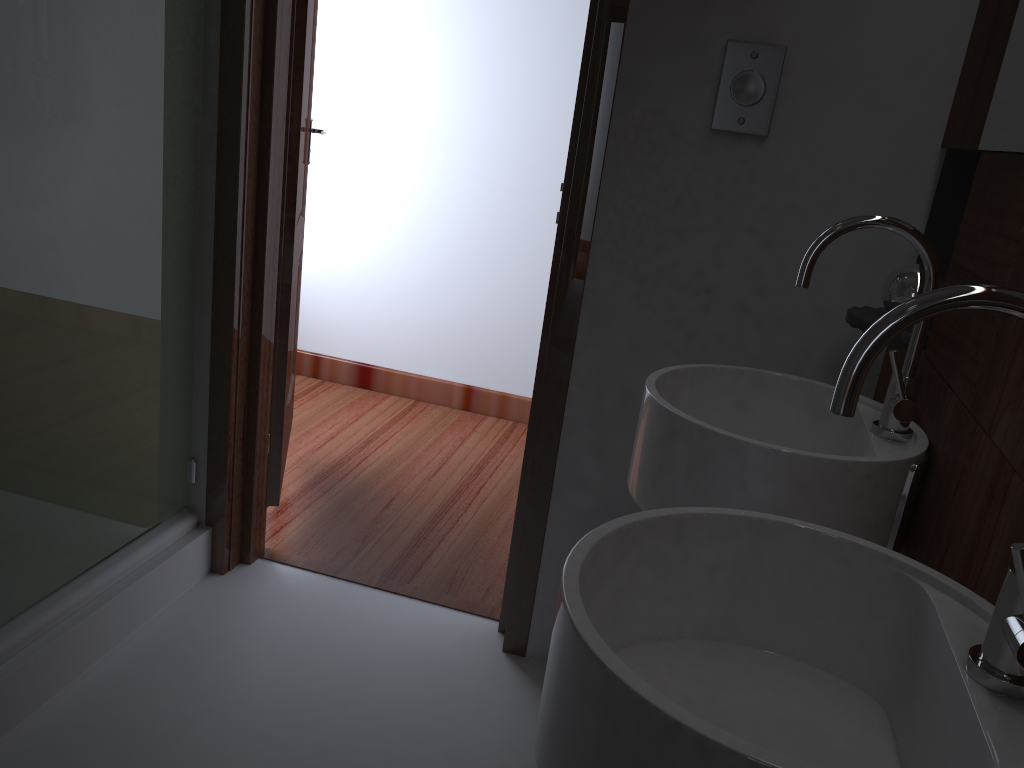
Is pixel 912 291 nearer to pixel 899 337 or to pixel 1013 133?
pixel 899 337

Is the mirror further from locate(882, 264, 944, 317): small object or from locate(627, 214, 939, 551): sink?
locate(882, 264, 944, 317): small object

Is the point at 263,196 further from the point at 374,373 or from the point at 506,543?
the point at 374,373

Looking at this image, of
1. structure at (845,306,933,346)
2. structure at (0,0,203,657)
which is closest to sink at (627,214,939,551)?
structure at (845,306,933,346)

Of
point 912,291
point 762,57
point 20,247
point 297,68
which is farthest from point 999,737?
point 297,68

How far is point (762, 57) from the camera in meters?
1.6 m

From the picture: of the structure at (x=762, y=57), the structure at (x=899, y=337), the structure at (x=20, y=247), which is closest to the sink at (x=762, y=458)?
the structure at (x=899, y=337)

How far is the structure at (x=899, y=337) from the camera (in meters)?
1.46

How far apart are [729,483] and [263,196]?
1.36m

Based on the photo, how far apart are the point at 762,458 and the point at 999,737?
0.5m
